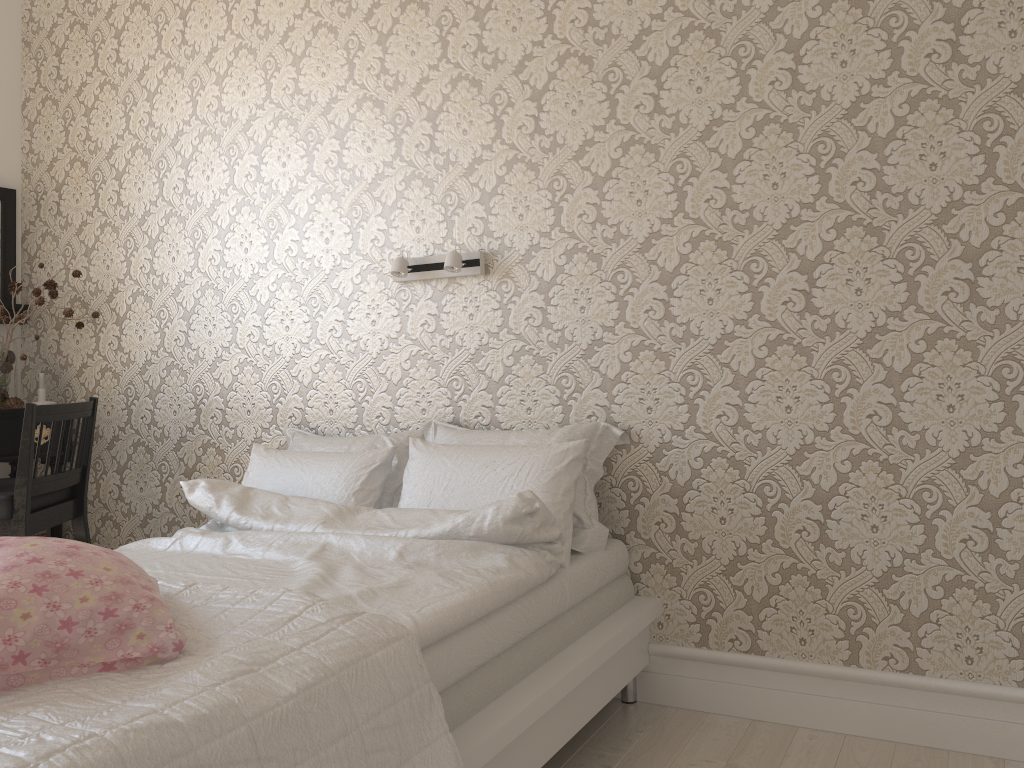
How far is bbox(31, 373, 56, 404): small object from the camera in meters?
3.5 m

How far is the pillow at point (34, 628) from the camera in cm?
129

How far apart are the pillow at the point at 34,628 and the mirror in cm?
256

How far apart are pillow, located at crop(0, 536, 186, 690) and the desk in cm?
209

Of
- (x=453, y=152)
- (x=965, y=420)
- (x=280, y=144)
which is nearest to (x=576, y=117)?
(x=453, y=152)

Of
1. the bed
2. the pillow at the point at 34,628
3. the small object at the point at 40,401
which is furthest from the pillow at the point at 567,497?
the small object at the point at 40,401

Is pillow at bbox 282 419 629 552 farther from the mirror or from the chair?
the mirror

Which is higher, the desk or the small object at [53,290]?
the small object at [53,290]

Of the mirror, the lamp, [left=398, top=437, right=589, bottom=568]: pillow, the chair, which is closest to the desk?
the chair

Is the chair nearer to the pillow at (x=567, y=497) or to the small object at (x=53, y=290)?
the small object at (x=53, y=290)
